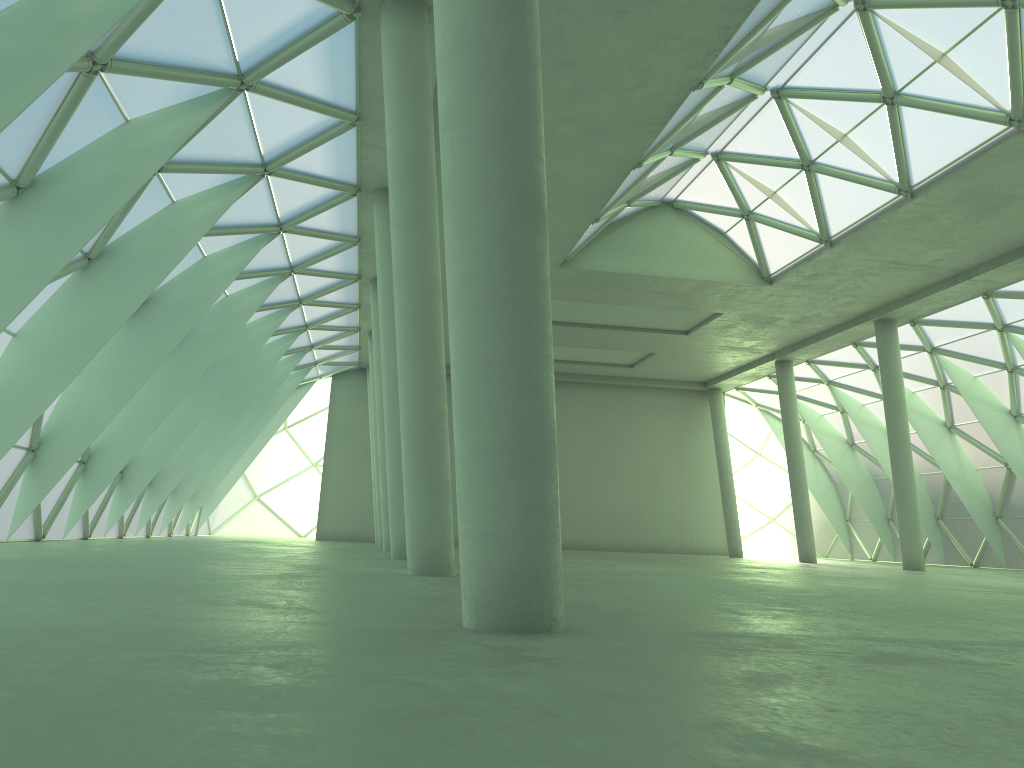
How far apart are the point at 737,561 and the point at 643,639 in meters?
39.7 m

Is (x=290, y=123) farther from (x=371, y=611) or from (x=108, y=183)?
(x=371, y=611)

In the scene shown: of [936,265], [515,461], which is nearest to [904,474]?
[936,265]
